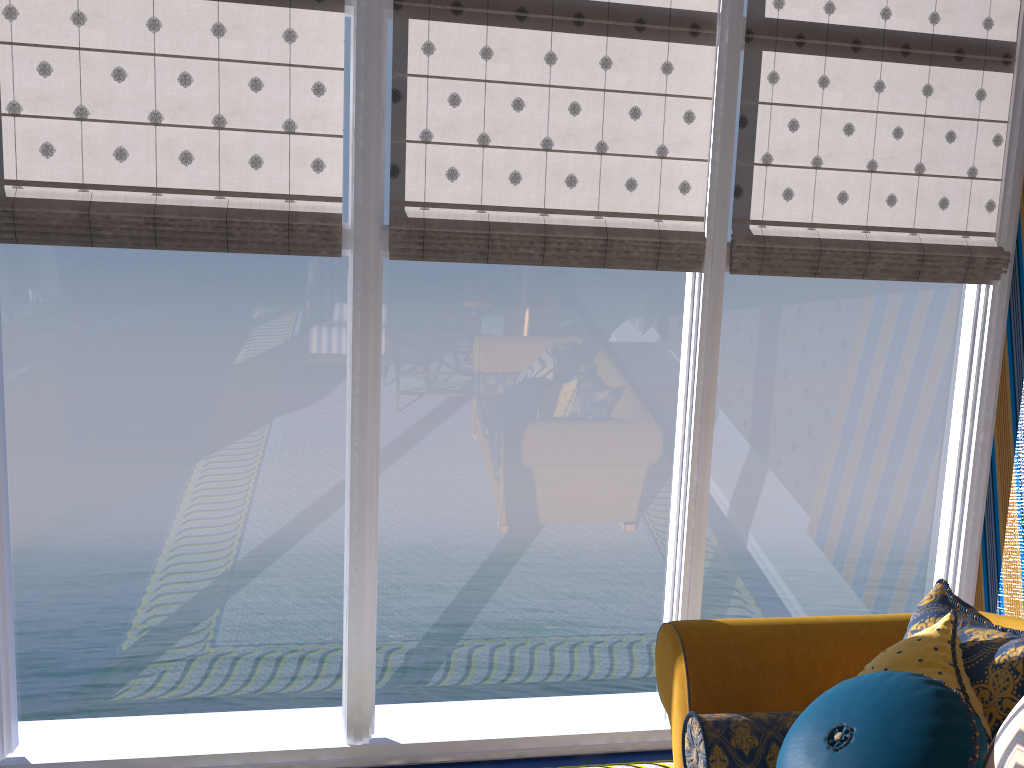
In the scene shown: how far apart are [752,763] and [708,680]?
0.26m

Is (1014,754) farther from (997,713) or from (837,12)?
(837,12)

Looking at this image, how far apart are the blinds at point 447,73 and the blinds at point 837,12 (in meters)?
0.15

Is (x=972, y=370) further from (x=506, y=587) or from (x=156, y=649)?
(x=156, y=649)

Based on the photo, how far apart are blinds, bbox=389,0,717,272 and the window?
0.03m

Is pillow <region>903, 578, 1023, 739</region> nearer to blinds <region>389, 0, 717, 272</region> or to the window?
the window

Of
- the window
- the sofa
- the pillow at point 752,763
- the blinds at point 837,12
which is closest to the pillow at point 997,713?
the sofa

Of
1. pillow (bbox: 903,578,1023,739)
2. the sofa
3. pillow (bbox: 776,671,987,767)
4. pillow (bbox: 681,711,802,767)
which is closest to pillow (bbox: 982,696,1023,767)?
pillow (bbox: 776,671,987,767)

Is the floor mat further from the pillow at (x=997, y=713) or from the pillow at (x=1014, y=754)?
the pillow at (x=1014, y=754)

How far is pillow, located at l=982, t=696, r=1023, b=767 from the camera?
1.6 meters
